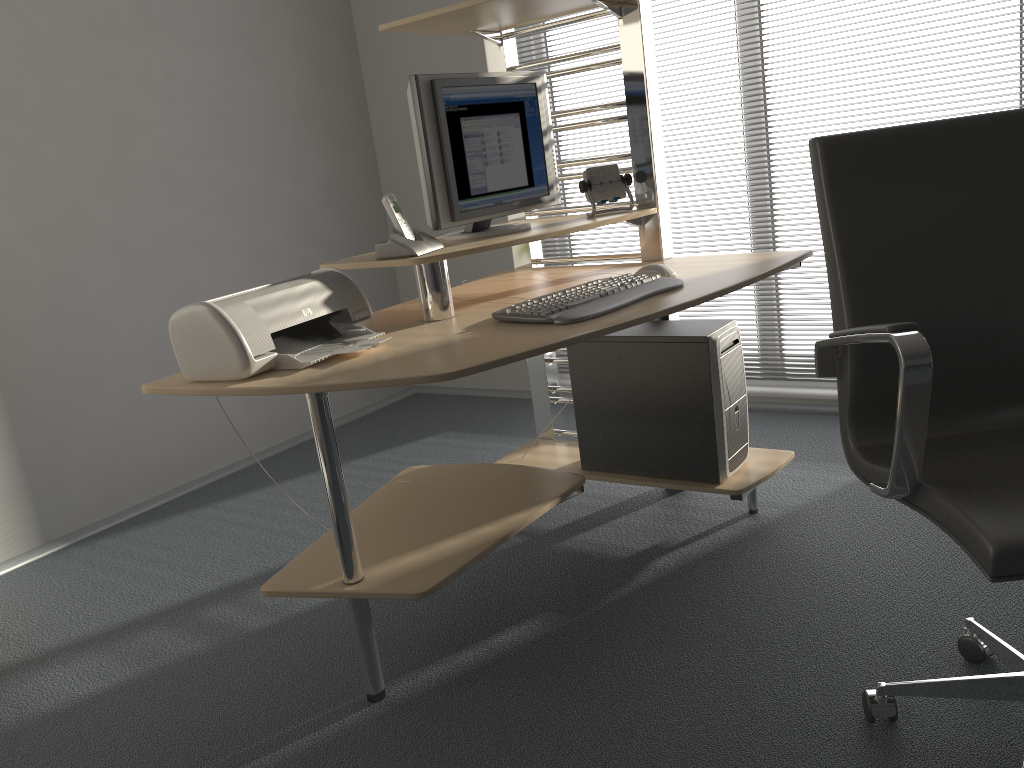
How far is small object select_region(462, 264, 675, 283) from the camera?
2.3m

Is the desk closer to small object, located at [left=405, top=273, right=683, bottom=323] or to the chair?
small object, located at [left=405, top=273, right=683, bottom=323]

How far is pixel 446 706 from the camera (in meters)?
1.85

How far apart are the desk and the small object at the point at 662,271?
0.0m

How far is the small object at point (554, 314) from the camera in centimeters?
190cm

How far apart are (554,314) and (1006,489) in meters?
0.9 m

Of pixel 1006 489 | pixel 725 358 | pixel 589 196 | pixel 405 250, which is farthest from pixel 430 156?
pixel 1006 489

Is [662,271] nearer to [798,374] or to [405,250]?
[405,250]

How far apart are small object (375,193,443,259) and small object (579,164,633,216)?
0.53m

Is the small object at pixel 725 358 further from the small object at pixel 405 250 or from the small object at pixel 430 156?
the small object at pixel 405 250
